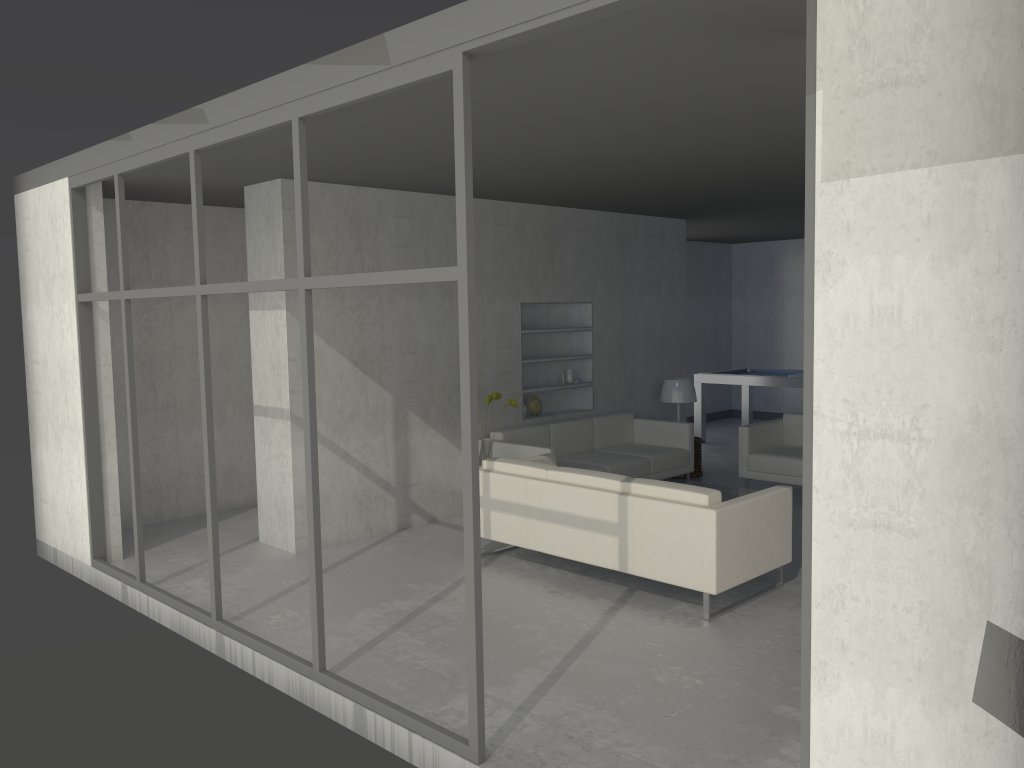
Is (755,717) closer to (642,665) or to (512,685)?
(642,665)

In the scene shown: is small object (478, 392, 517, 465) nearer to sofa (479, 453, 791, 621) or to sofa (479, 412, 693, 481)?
sofa (479, 412, 693, 481)

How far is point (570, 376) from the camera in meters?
8.0 m

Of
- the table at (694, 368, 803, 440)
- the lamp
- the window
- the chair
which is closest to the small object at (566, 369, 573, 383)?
the lamp

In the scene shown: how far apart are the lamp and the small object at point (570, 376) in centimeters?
101cm

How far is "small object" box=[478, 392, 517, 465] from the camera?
6.6m

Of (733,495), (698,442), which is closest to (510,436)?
(733,495)

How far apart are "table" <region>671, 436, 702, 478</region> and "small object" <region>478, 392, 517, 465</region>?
2.4m

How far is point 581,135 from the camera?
4.5 meters

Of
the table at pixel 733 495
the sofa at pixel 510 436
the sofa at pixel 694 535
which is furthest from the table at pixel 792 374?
the sofa at pixel 694 535
